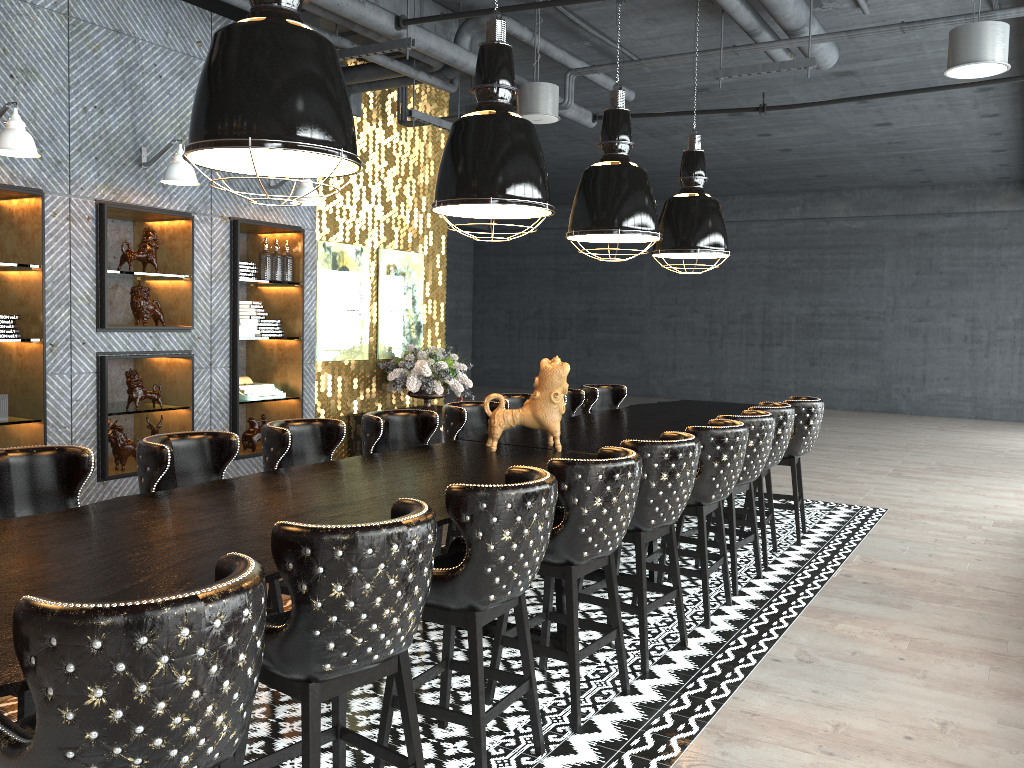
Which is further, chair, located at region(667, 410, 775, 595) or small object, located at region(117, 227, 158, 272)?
small object, located at region(117, 227, 158, 272)

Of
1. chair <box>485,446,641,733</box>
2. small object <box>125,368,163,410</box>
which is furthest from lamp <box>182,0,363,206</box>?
small object <box>125,368,163,410</box>

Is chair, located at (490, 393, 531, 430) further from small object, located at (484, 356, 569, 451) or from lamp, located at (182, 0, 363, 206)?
lamp, located at (182, 0, 363, 206)

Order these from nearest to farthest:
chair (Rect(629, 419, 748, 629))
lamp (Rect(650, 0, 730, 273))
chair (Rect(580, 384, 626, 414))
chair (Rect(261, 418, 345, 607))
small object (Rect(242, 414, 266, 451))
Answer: chair (Rect(261, 418, 345, 607)) → chair (Rect(629, 419, 748, 629)) → lamp (Rect(650, 0, 730, 273)) → small object (Rect(242, 414, 266, 451)) → chair (Rect(580, 384, 626, 414))

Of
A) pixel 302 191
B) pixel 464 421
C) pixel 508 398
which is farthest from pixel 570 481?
pixel 302 191

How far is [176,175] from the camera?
5.70m

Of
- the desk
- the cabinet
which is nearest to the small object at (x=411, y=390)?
the cabinet

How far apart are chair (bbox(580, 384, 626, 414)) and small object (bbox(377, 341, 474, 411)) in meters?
1.4

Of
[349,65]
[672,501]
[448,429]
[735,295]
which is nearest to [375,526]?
[672,501]

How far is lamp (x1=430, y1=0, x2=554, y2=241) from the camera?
4.1 meters
